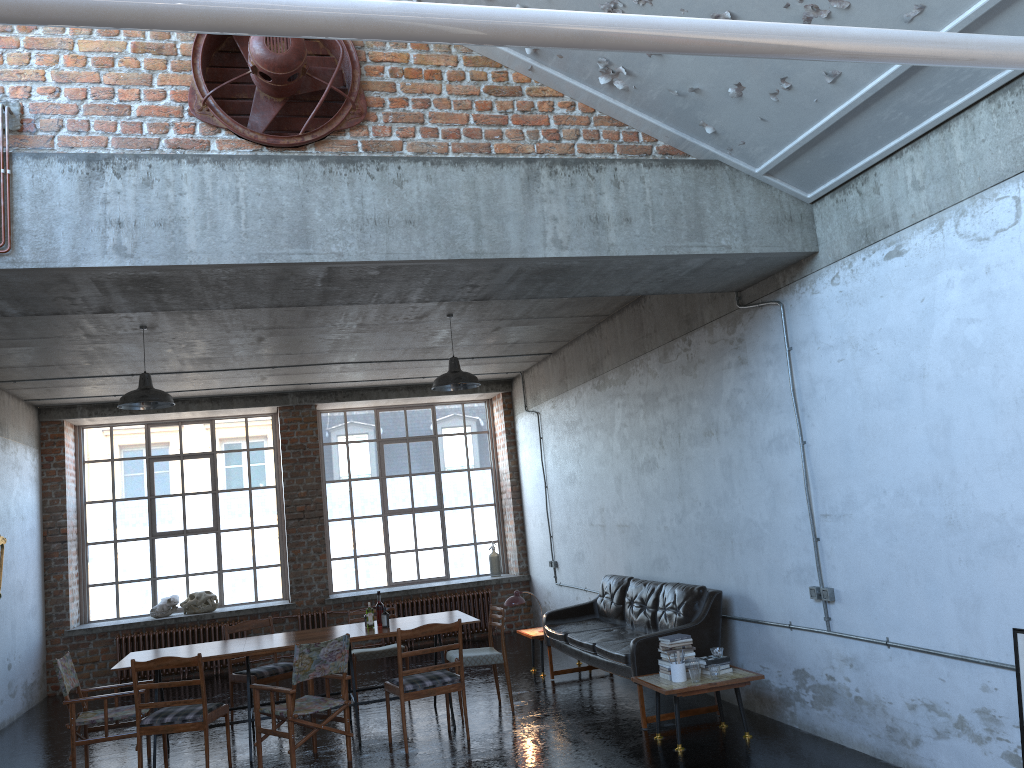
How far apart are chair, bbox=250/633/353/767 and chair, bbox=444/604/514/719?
1.3 meters

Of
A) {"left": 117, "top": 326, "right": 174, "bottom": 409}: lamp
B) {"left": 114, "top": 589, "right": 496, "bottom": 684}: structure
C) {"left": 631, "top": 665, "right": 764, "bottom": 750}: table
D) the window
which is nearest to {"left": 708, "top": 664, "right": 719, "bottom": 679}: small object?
{"left": 631, "top": 665, "right": 764, "bottom": 750}: table

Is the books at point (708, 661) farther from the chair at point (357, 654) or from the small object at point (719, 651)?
the chair at point (357, 654)

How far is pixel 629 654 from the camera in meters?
7.3 m

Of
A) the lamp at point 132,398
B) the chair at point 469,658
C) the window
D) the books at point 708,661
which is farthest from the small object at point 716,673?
the window

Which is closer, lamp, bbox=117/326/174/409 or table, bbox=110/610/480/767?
table, bbox=110/610/480/767

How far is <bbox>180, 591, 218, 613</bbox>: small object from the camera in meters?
12.6

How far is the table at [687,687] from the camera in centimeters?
647cm

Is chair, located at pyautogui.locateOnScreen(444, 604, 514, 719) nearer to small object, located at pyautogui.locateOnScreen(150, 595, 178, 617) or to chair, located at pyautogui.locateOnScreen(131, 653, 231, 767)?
chair, located at pyautogui.locateOnScreen(131, 653, 231, 767)

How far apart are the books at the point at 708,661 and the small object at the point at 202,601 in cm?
812
